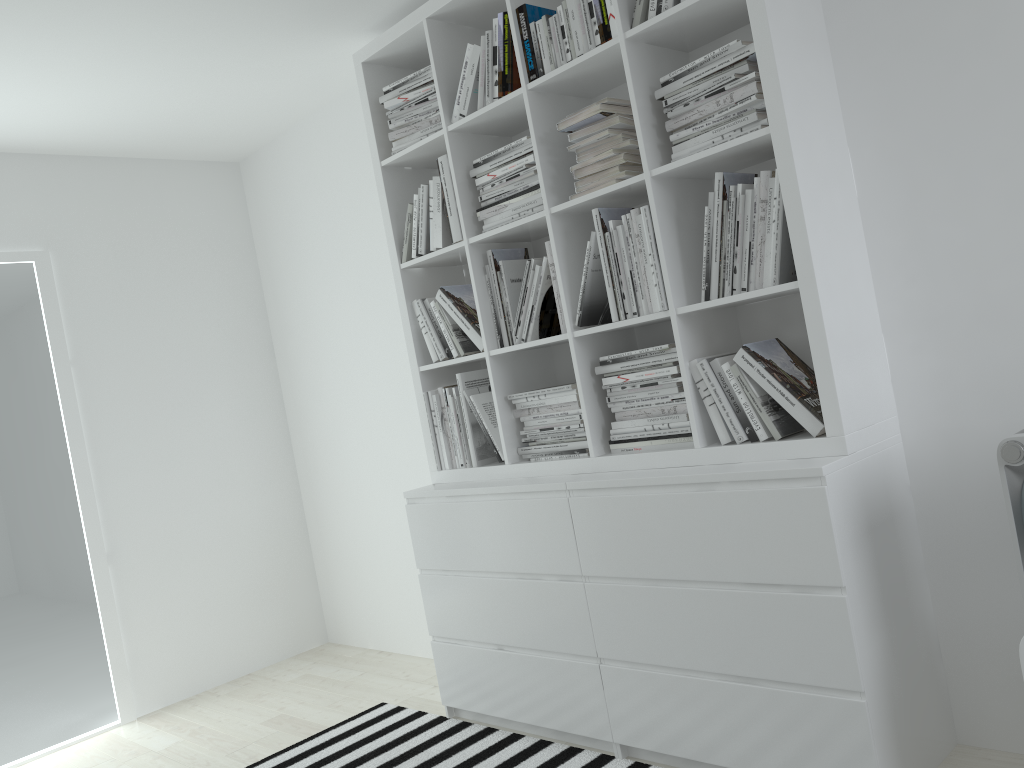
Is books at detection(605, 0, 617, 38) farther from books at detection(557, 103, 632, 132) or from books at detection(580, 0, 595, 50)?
books at detection(557, 103, 632, 132)

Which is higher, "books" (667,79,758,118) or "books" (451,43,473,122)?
"books" (451,43,473,122)

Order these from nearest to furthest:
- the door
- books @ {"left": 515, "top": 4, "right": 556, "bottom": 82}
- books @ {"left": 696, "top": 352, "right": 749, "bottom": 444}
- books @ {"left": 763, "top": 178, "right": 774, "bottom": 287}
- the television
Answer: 1. the television
2. books @ {"left": 763, "top": 178, "right": 774, "bottom": 287}
3. books @ {"left": 696, "top": 352, "right": 749, "bottom": 444}
4. books @ {"left": 515, "top": 4, "right": 556, "bottom": 82}
5. the door

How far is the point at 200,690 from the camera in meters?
4.0 m

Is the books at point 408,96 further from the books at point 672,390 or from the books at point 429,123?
the books at point 672,390

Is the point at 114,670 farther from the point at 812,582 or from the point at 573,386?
the point at 812,582

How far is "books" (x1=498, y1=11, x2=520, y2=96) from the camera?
2.70m

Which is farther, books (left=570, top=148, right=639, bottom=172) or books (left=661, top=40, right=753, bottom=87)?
books (left=570, top=148, right=639, bottom=172)

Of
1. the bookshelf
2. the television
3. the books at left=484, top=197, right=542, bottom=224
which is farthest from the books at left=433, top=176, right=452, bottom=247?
the television

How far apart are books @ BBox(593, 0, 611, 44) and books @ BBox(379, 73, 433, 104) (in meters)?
0.79
